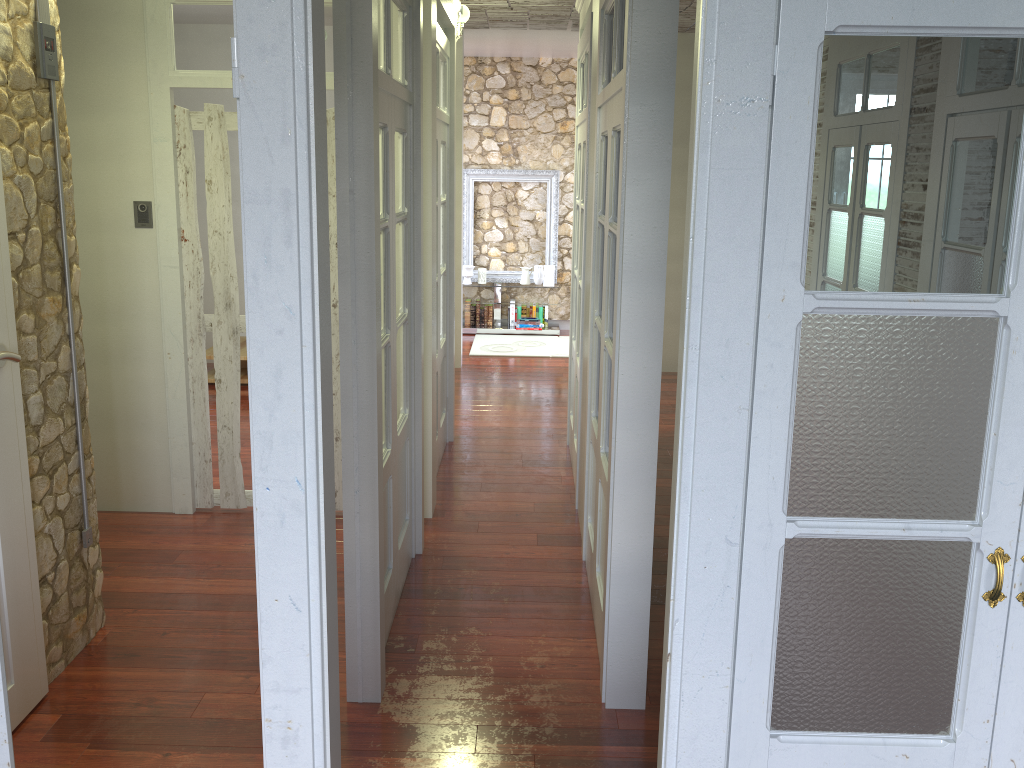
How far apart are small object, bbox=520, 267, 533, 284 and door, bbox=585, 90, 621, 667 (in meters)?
5.88

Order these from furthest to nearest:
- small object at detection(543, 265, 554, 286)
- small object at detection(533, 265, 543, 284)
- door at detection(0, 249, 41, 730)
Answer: small object at detection(533, 265, 543, 284), small object at detection(543, 265, 554, 286), door at detection(0, 249, 41, 730)

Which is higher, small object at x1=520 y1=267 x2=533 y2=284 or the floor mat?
small object at x1=520 y1=267 x2=533 y2=284

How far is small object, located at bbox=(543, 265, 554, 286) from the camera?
9.6 meters

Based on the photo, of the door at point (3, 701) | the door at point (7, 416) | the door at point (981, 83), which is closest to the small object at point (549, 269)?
A: the door at point (7, 416)

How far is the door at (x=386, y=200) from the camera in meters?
3.3

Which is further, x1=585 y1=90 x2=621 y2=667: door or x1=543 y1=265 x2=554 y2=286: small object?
x1=543 y1=265 x2=554 y2=286: small object

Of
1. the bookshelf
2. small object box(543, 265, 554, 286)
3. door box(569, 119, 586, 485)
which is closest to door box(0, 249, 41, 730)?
the bookshelf

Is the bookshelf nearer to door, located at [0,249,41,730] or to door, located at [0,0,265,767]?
door, located at [0,0,265,767]

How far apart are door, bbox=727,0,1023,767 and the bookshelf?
0.47m
